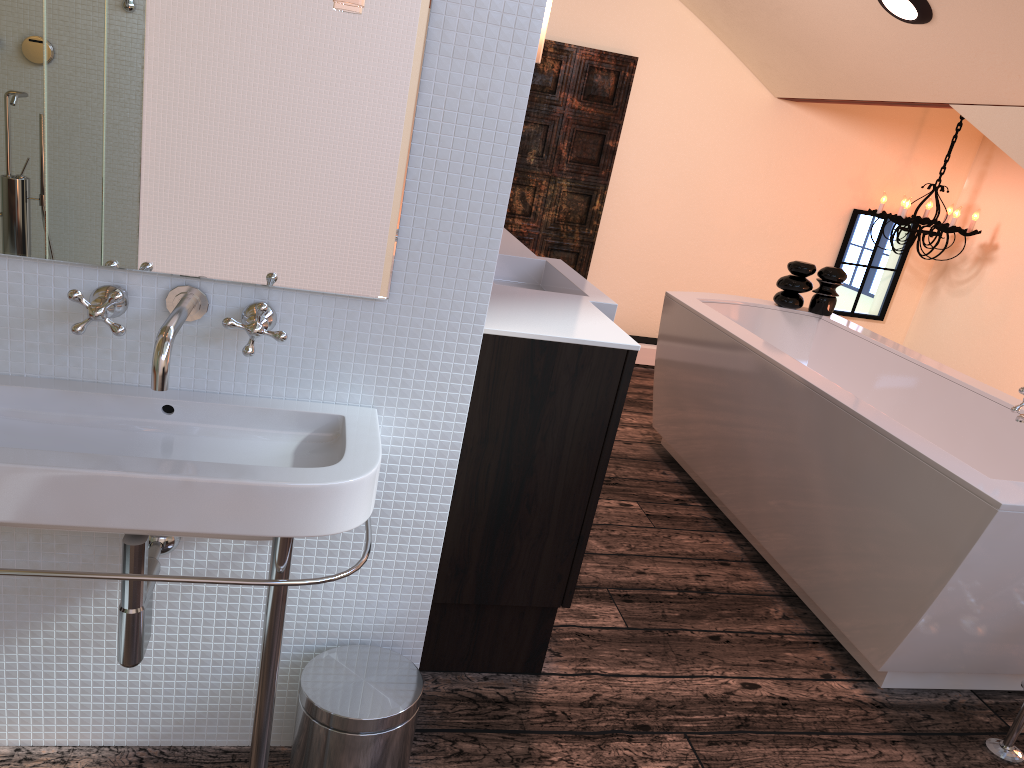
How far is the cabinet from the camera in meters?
1.8 m

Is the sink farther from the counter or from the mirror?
the counter

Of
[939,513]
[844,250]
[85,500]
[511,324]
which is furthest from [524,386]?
[844,250]

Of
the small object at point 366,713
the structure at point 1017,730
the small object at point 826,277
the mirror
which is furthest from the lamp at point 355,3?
the small object at point 826,277

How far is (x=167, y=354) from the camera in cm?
118

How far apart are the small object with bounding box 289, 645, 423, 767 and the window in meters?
4.5

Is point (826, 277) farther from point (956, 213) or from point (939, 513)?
point (939, 513)

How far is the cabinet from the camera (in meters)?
1.81

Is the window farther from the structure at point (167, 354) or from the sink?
the structure at point (167, 354)

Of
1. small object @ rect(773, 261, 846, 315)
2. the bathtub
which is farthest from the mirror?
small object @ rect(773, 261, 846, 315)
